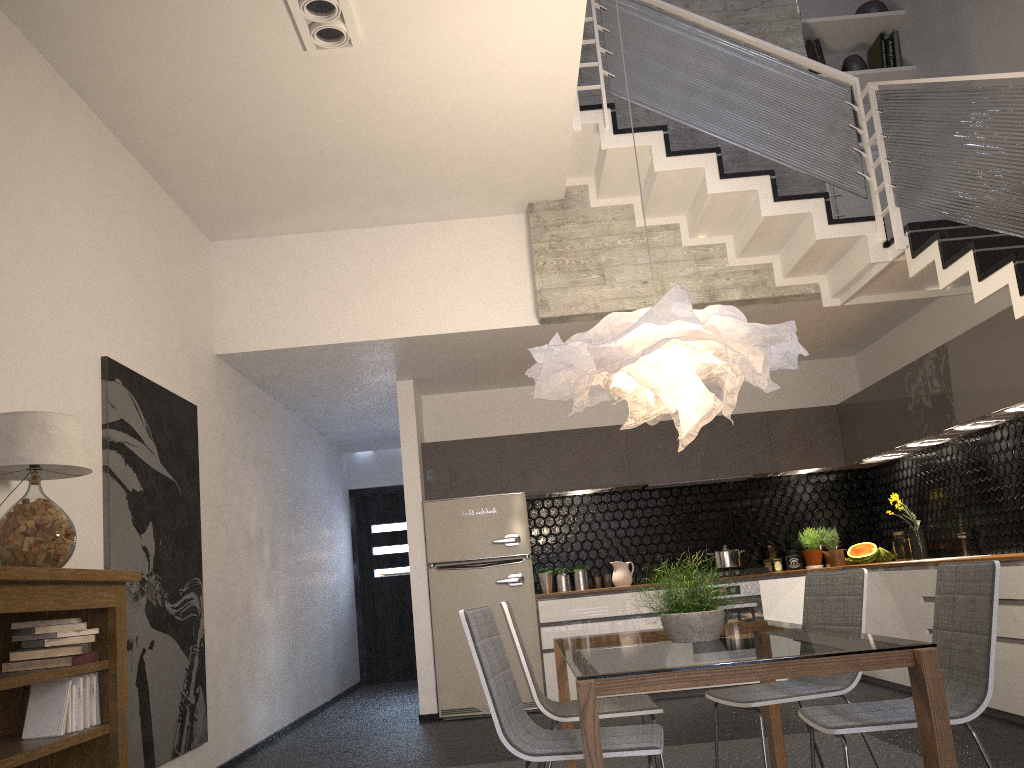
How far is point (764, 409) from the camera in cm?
790

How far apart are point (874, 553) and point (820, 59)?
3.91m

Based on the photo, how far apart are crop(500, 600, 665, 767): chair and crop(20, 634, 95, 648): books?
1.5 meters

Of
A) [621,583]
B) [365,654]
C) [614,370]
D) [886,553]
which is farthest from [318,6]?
[365,654]

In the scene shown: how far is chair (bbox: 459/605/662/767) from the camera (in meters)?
2.66

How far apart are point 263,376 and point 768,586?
4.27m

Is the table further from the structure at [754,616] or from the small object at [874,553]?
the small object at [874,553]

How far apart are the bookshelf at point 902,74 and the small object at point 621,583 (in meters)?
4.18

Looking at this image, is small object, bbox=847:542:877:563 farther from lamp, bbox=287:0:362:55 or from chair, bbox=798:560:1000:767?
lamp, bbox=287:0:362:55

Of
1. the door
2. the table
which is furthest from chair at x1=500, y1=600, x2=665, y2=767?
the door
